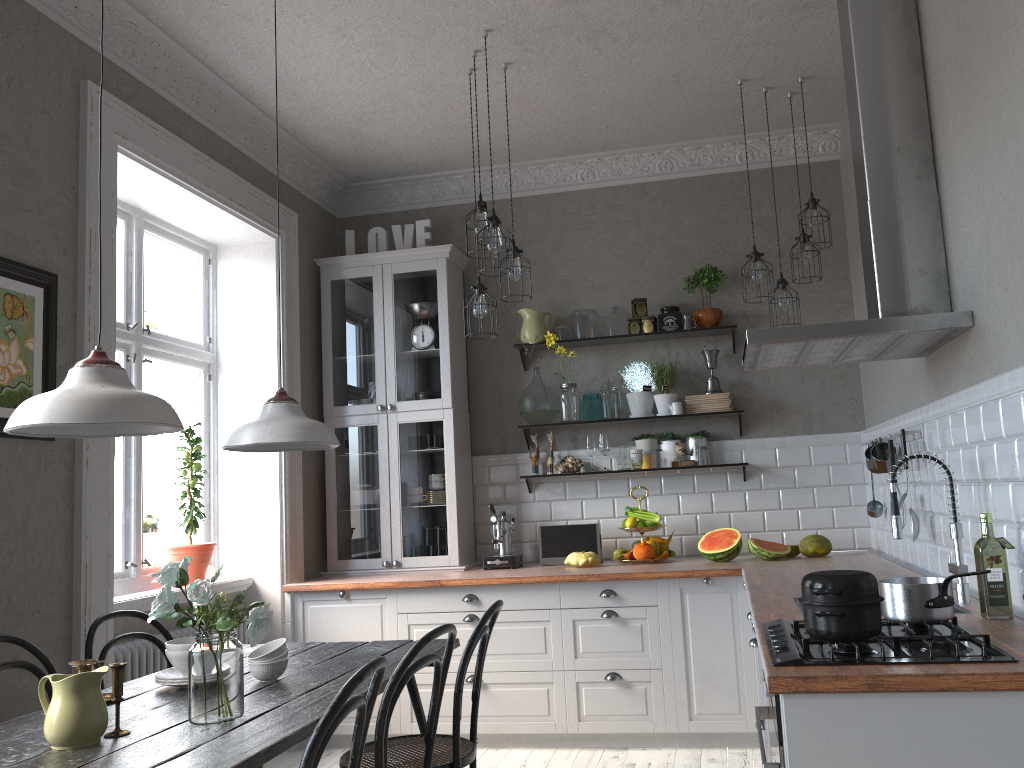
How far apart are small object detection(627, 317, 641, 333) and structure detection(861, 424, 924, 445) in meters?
1.7 m

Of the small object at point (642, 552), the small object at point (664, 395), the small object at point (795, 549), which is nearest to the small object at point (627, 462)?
the small object at point (664, 395)

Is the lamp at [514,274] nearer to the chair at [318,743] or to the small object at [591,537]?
the small object at [591,537]

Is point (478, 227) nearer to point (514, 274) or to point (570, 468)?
point (514, 274)

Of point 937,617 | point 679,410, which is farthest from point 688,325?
point 937,617

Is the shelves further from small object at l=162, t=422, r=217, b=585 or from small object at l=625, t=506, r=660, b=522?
small object at l=162, t=422, r=217, b=585

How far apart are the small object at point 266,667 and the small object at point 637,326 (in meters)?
3.00

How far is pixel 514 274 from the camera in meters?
4.1

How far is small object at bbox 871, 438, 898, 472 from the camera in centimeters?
388cm

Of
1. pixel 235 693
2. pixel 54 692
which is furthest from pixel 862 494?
pixel 54 692
